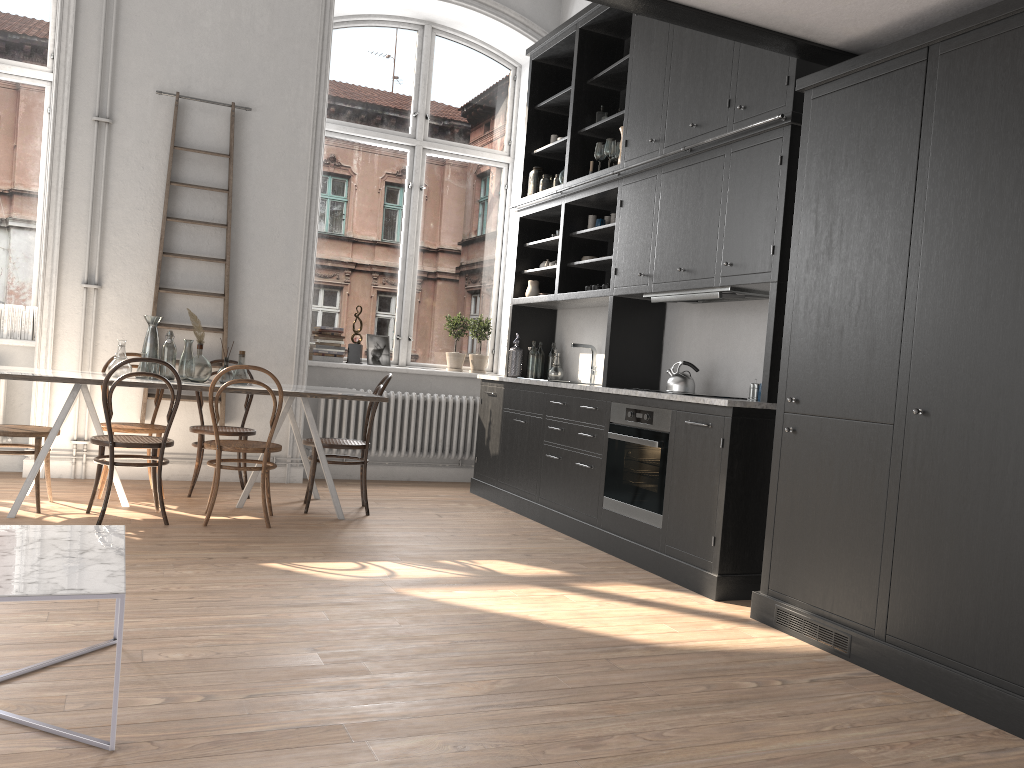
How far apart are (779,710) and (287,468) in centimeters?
477cm

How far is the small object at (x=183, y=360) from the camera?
5.51m

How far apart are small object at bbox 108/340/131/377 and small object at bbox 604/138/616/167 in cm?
329

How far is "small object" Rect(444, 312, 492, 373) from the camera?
7.6m

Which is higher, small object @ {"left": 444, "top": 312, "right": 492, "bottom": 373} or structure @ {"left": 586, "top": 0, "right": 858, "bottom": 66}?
structure @ {"left": 586, "top": 0, "right": 858, "bottom": 66}

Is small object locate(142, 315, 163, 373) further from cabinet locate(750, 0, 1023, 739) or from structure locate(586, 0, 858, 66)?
cabinet locate(750, 0, 1023, 739)

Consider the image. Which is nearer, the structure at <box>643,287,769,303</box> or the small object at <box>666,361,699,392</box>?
the structure at <box>643,287,769,303</box>

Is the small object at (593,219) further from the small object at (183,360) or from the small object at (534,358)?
the small object at (183,360)

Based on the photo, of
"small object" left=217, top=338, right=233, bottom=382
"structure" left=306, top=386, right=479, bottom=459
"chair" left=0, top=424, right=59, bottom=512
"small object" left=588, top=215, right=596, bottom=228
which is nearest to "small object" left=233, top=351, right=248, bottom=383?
"small object" left=217, top=338, right=233, bottom=382

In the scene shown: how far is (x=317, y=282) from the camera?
7.4m
